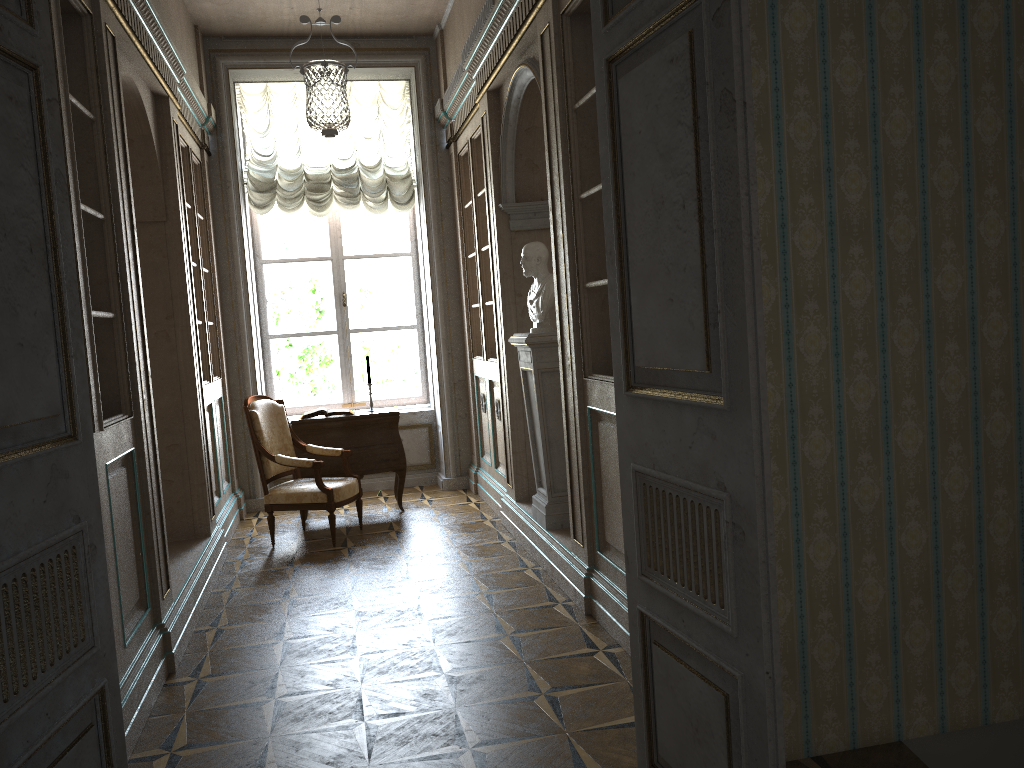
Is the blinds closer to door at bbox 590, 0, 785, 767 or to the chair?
the chair

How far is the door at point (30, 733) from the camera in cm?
187

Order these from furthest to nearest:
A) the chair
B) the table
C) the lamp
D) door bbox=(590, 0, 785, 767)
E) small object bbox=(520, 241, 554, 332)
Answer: the table < the chair < small object bbox=(520, 241, 554, 332) < the lamp < door bbox=(590, 0, 785, 767)

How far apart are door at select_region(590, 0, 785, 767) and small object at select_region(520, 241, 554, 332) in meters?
2.4

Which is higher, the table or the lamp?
the lamp

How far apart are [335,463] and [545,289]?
2.51m

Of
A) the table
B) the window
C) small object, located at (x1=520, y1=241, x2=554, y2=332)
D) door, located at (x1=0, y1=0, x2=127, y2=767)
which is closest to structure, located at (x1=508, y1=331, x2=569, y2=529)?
small object, located at (x1=520, y1=241, x2=554, y2=332)

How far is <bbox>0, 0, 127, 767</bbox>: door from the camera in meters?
1.9

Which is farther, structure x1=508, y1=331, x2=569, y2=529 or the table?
the table

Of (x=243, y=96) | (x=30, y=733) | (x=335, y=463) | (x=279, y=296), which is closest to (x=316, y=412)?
(x=335, y=463)
